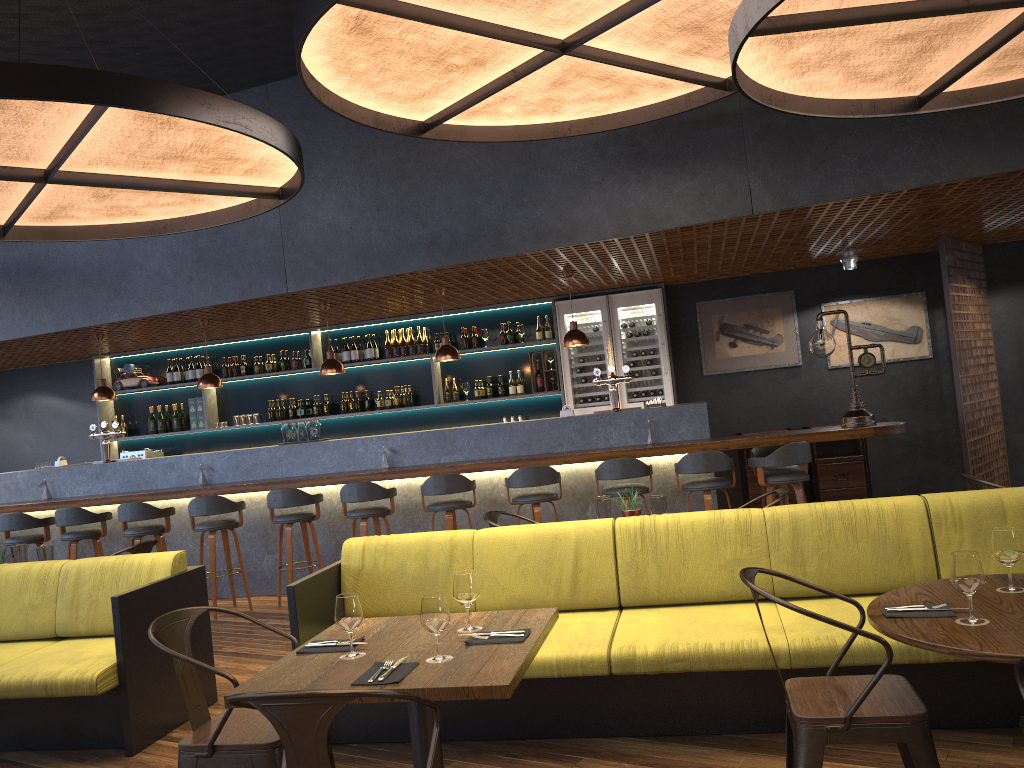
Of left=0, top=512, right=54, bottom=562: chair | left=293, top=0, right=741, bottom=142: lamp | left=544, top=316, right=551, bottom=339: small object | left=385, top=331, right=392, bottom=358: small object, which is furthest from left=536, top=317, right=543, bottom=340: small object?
left=0, top=512, right=54, bottom=562: chair

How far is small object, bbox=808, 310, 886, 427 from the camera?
7.0m

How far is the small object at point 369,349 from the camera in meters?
10.3

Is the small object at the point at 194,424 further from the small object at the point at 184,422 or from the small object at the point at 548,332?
the small object at the point at 548,332

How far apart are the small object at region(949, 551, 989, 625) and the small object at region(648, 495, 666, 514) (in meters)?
2.44

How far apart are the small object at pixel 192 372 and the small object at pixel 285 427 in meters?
2.9 m

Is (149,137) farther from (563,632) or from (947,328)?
(947,328)

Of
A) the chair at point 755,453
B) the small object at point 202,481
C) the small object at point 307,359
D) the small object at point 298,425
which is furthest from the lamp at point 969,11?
the small object at point 307,359

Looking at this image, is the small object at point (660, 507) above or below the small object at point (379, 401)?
below

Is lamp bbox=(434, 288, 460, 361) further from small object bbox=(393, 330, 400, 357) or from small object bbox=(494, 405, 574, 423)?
small object bbox=(393, 330, 400, 357)
